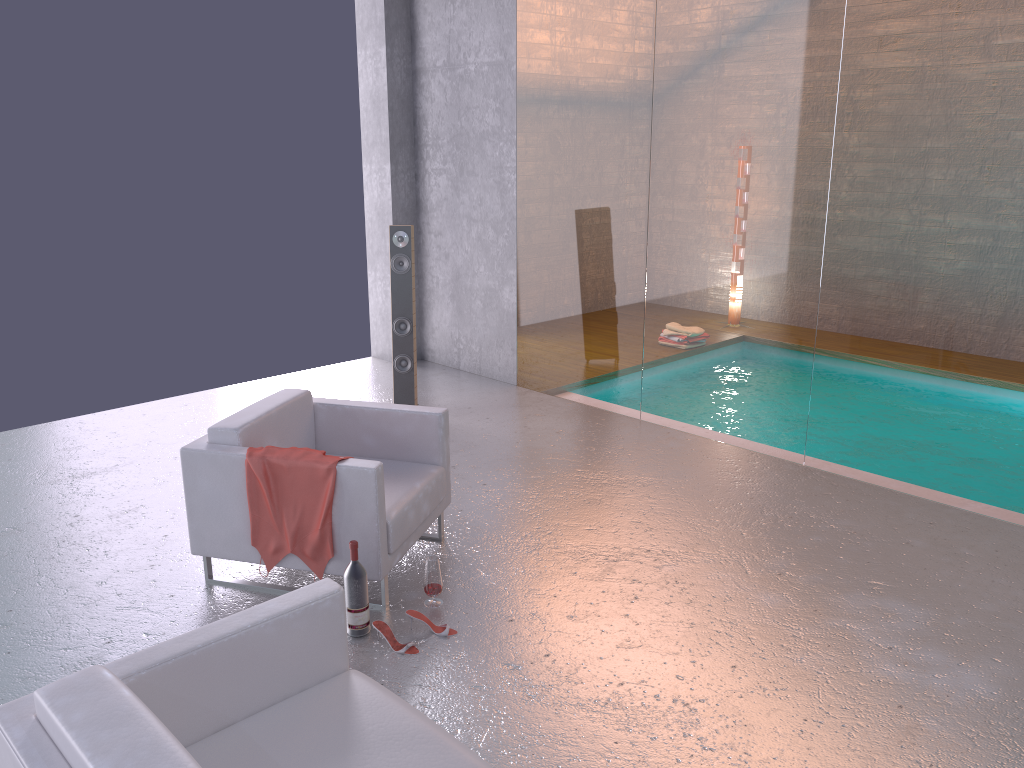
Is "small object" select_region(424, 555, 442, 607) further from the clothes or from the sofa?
the sofa

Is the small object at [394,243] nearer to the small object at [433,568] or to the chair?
the chair

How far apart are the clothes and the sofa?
1.11m

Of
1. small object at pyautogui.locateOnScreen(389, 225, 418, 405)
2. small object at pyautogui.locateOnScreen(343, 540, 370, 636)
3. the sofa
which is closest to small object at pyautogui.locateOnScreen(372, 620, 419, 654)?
small object at pyautogui.locateOnScreen(343, 540, 370, 636)

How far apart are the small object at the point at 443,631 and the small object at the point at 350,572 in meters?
0.2 m

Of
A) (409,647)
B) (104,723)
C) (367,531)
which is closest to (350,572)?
(367,531)

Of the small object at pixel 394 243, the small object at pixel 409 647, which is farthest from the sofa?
the small object at pixel 394 243

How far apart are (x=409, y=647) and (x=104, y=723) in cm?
183

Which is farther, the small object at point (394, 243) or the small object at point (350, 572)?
the small object at point (394, 243)

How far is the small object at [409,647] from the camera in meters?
3.8 m
